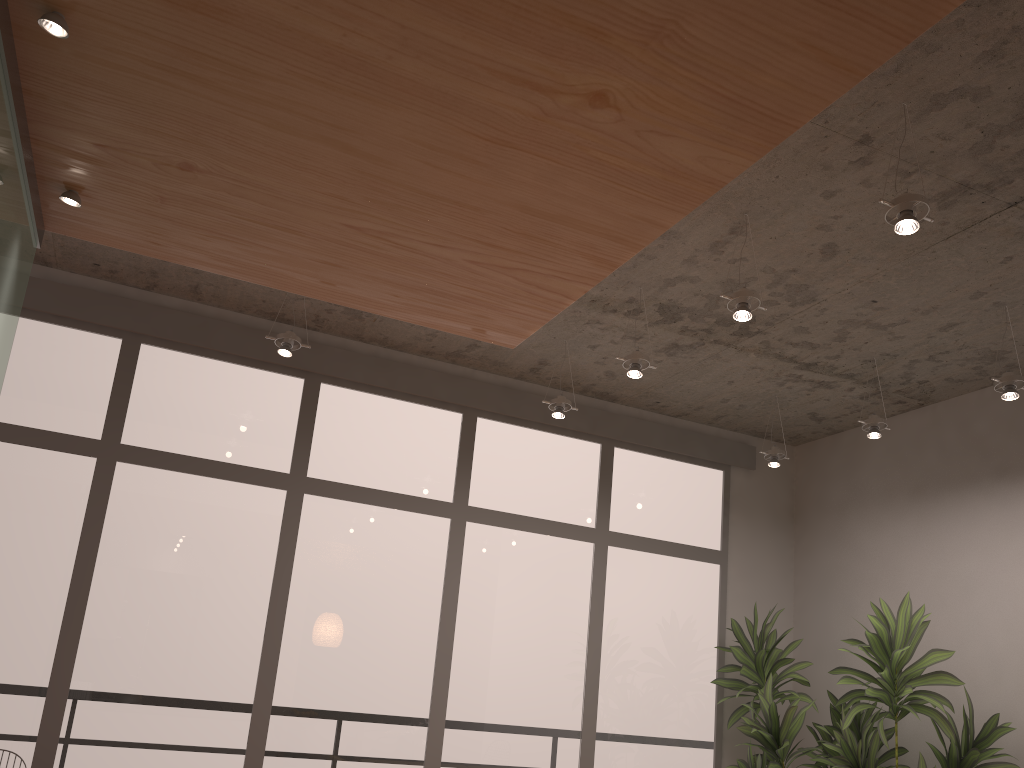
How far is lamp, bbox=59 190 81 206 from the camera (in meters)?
2.49

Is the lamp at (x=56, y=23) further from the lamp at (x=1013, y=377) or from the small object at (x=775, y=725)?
the small object at (x=775, y=725)

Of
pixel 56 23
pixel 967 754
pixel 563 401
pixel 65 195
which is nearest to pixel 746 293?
pixel 563 401

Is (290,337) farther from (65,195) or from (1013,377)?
(1013,377)

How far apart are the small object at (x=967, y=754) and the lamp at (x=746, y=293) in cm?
190

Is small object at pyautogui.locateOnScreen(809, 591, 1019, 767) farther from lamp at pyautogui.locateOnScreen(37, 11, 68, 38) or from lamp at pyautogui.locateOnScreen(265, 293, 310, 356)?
lamp at pyautogui.locateOnScreen(37, 11, 68, 38)

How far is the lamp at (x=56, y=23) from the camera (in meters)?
1.82

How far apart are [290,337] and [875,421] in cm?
316

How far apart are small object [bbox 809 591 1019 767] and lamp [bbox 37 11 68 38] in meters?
4.3 m

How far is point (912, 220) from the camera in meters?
2.8 m
